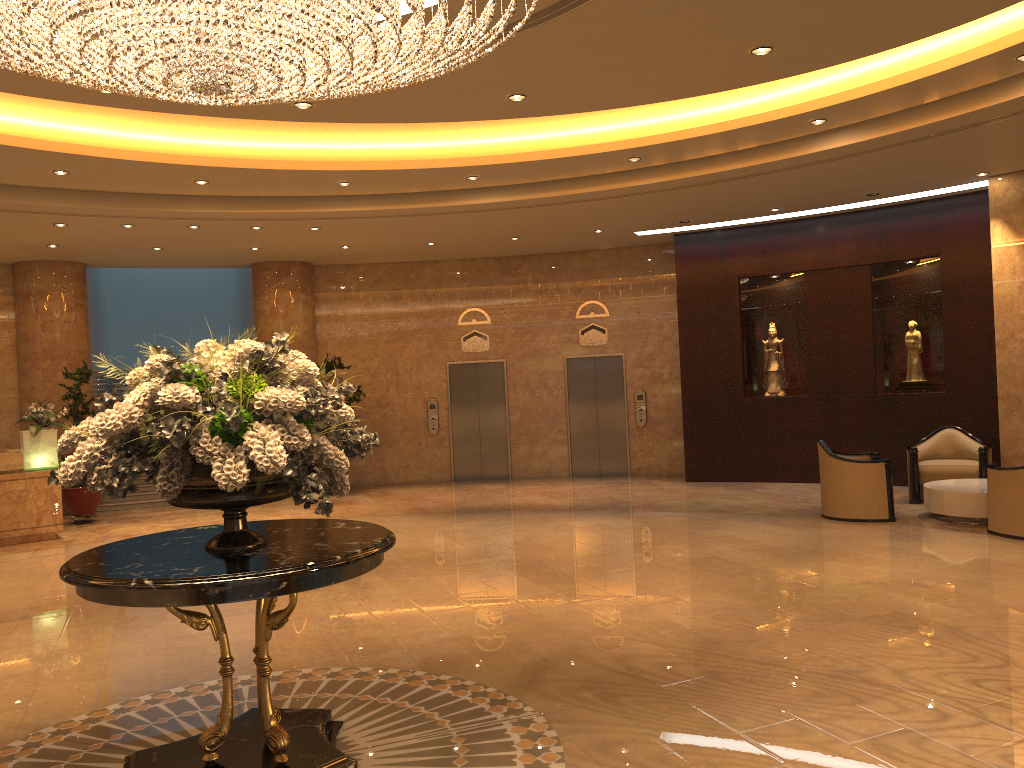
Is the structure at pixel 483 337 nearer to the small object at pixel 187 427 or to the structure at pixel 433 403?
the structure at pixel 433 403

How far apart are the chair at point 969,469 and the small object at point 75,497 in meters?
11.1

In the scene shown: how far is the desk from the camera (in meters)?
11.17

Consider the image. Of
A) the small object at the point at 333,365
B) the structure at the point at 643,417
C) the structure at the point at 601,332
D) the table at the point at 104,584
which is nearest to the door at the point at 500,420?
the structure at the point at 601,332

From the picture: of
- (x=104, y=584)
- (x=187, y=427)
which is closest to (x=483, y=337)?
(x=187, y=427)

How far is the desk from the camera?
11.2m

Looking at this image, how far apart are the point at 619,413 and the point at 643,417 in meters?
0.4 m

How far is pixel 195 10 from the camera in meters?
3.8

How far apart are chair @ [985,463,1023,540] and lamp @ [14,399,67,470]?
11.04m

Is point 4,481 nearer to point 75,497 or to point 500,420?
point 75,497
